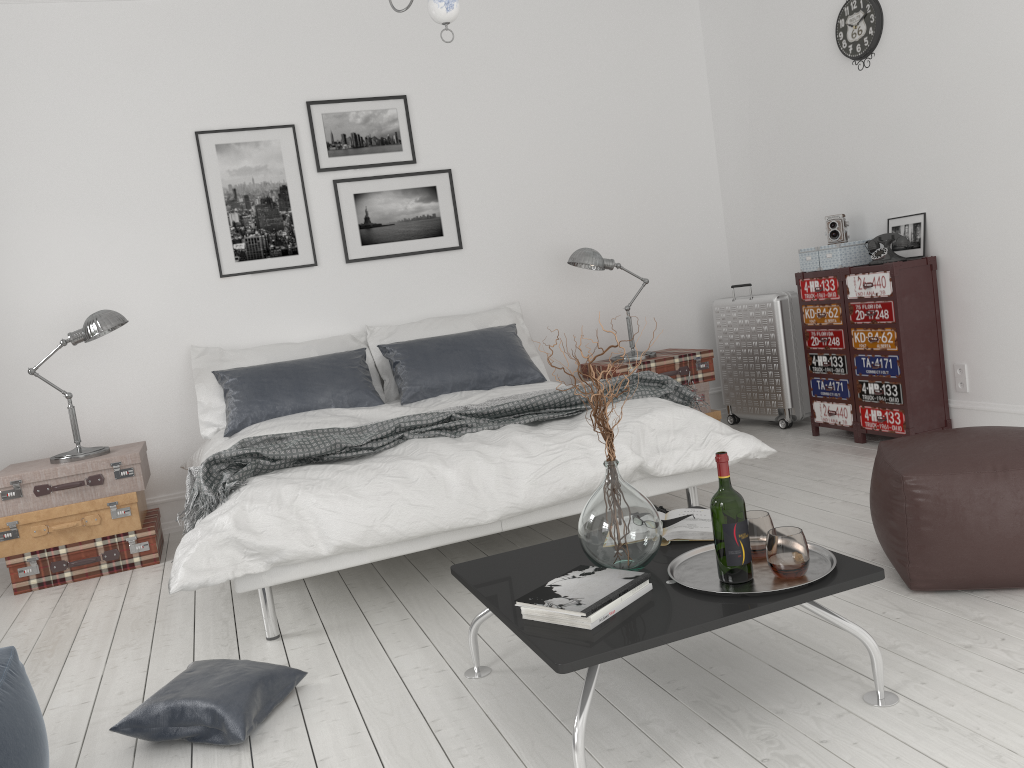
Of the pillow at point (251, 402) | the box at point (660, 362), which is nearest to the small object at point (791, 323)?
the box at point (660, 362)

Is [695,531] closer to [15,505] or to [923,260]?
[923,260]

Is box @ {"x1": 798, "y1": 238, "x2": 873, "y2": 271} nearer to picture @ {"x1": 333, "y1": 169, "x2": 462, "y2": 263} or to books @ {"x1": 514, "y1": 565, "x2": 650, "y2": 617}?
picture @ {"x1": 333, "y1": 169, "x2": 462, "y2": 263}

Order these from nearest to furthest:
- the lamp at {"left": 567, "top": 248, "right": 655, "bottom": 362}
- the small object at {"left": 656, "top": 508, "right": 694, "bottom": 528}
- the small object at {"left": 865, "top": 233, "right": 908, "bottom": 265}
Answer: the small object at {"left": 656, "top": 508, "right": 694, "bottom": 528} → the small object at {"left": 865, "top": 233, "right": 908, "bottom": 265} → the lamp at {"left": 567, "top": 248, "right": 655, "bottom": 362}

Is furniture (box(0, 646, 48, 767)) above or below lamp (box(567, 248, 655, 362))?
below

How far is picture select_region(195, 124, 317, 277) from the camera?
5.0 meters

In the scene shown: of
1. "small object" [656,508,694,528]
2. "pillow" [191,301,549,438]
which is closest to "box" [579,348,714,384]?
"pillow" [191,301,549,438]

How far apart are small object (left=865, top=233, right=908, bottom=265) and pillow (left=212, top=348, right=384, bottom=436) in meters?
2.6

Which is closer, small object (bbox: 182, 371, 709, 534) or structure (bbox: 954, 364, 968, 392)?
small object (bbox: 182, 371, 709, 534)

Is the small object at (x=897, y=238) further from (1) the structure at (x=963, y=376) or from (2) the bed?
(2) the bed
